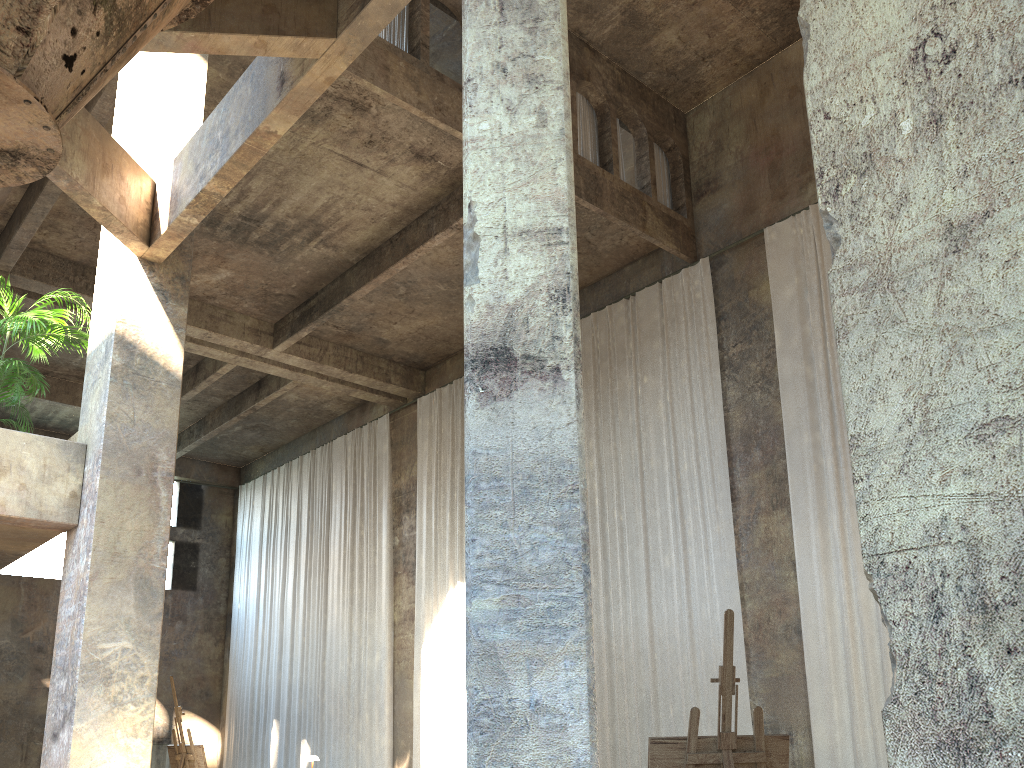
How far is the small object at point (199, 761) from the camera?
7.03m

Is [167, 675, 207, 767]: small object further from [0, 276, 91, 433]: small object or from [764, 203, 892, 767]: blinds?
[764, 203, 892, 767]: blinds

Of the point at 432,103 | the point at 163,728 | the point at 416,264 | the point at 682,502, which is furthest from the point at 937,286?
the point at 163,728

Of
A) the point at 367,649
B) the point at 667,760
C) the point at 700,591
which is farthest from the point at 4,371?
the point at 367,649

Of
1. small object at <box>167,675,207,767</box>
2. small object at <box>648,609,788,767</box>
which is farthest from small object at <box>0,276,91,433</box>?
small object at <box>648,609,788,767</box>

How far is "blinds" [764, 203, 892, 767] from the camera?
Result: 10.4 meters

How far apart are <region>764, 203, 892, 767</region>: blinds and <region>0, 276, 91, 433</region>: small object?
8.77m

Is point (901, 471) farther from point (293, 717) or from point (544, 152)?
point (293, 717)

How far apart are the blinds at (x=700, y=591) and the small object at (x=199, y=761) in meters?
7.2 m

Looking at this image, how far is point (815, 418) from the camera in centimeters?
1188cm
